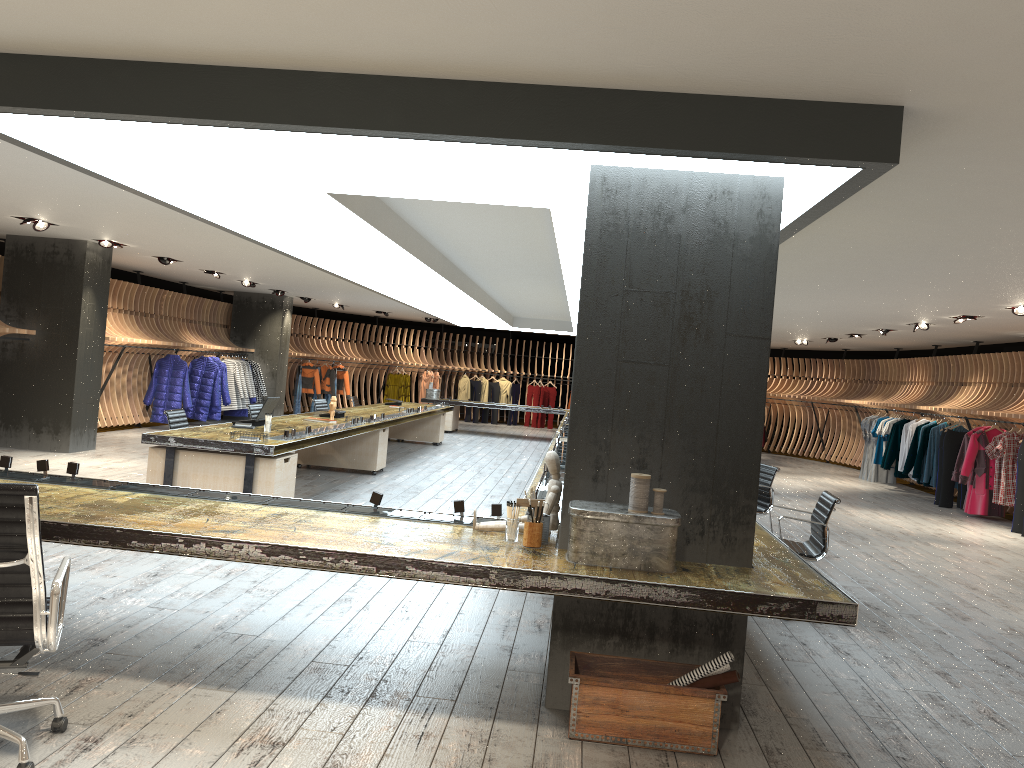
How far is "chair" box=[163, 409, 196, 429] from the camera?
9.0m

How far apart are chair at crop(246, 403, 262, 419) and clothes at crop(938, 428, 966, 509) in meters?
10.4

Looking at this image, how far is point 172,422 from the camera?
8.97m

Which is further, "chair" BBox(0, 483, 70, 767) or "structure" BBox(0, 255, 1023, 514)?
"structure" BBox(0, 255, 1023, 514)

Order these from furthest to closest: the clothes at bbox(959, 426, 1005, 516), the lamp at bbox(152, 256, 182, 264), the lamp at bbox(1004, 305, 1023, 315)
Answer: the lamp at bbox(152, 256, 182, 264) < the clothes at bbox(959, 426, 1005, 516) < the lamp at bbox(1004, 305, 1023, 315)

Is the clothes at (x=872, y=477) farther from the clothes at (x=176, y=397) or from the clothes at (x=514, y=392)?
the clothes at (x=176, y=397)

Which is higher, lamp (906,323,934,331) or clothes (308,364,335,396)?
lamp (906,323,934,331)

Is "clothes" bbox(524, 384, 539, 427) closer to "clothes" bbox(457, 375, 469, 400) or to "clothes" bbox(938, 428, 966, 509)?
"clothes" bbox(457, 375, 469, 400)

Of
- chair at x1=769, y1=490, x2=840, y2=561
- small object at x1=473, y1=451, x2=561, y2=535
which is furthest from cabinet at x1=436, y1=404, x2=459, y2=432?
small object at x1=473, y1=451, x2=561, y2=535

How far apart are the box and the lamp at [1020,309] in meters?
8.3 m
